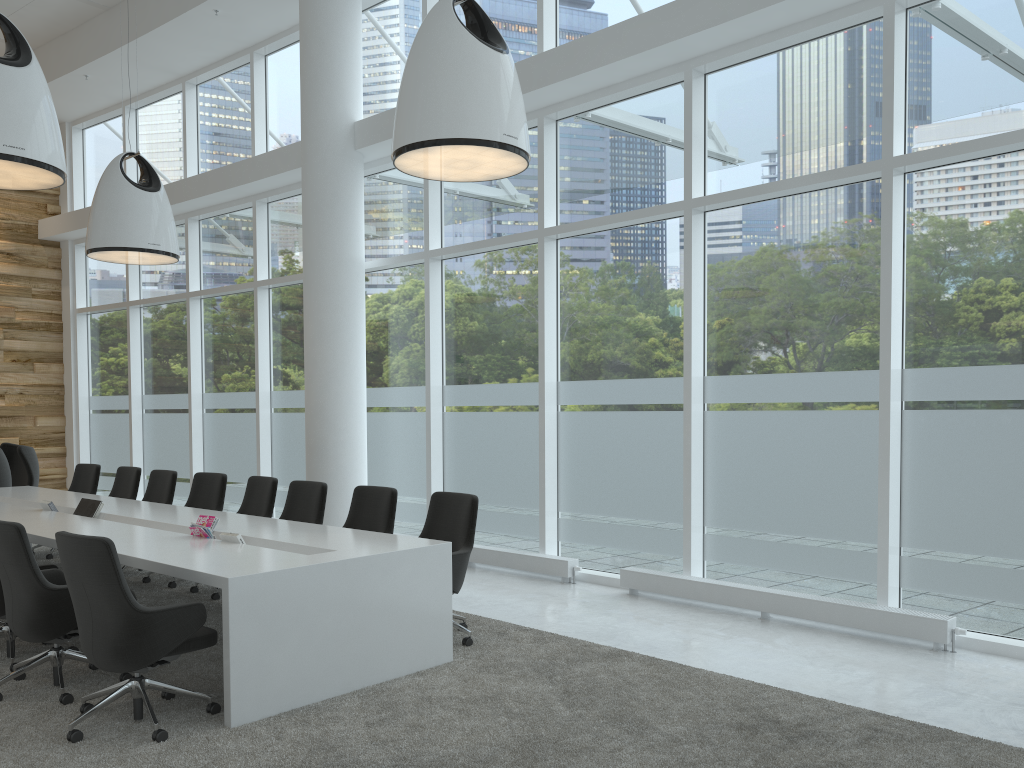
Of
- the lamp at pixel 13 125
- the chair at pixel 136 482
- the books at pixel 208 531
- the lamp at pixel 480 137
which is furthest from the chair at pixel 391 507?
the chair at pixel 136 482

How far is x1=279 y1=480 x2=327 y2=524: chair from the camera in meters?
7.0

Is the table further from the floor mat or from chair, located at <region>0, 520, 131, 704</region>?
chair, located at <region>0, 520, 131, 704</region>

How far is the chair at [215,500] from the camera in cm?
803

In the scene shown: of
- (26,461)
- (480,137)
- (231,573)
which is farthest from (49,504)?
(480,137)

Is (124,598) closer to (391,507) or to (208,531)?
(208,531)

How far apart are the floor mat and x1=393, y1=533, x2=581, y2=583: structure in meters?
1.5

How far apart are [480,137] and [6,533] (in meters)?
3.37

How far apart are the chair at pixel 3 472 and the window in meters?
2.7 m

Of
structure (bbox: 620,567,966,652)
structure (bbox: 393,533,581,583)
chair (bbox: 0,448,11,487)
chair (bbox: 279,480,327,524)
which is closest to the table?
chair (bbox: 279,480,327,524)
